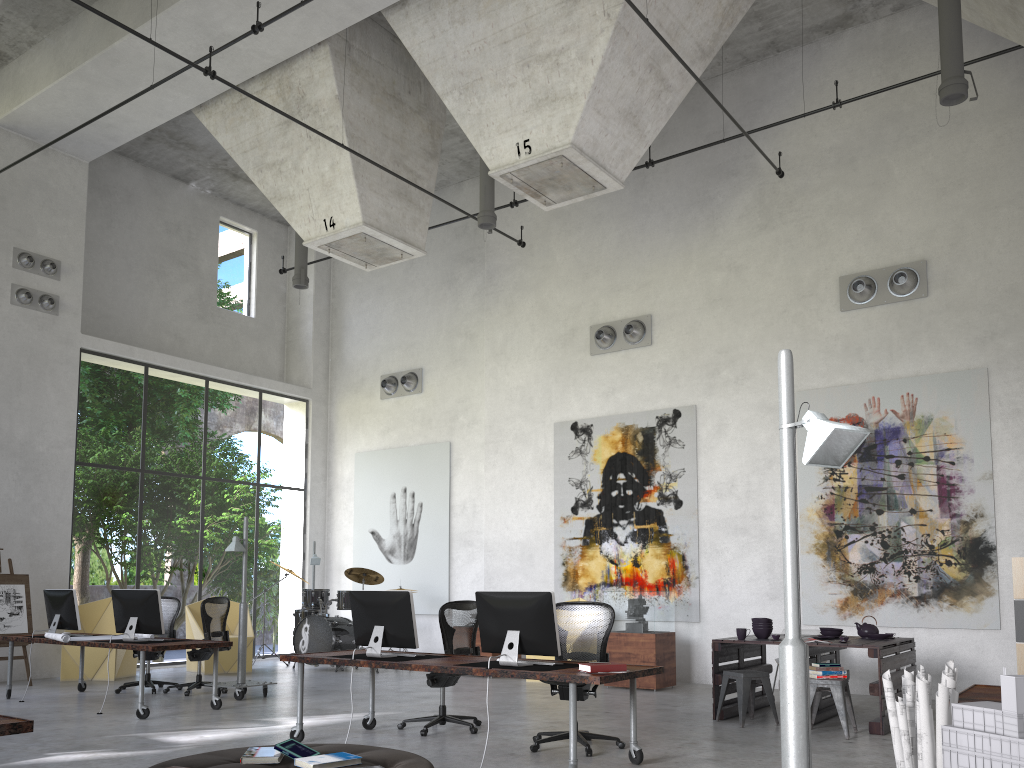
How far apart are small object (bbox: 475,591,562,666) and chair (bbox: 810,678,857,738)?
2.7 meters

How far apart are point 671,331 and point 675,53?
4.7 meters

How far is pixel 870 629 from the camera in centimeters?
873cm

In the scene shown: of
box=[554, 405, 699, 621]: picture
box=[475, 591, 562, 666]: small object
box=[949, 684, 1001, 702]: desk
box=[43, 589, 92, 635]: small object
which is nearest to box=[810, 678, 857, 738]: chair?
box=[949, 684, 1001, 702]: desk

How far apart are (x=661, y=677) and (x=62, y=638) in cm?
679

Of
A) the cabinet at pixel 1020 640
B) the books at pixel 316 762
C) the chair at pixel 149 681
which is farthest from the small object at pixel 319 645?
the books at pixel 316 762

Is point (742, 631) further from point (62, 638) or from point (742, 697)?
point (62, 638)

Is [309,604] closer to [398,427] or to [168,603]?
[168,603]

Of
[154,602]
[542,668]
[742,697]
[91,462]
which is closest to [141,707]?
[154,602]

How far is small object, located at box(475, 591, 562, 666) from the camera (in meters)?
6.20
